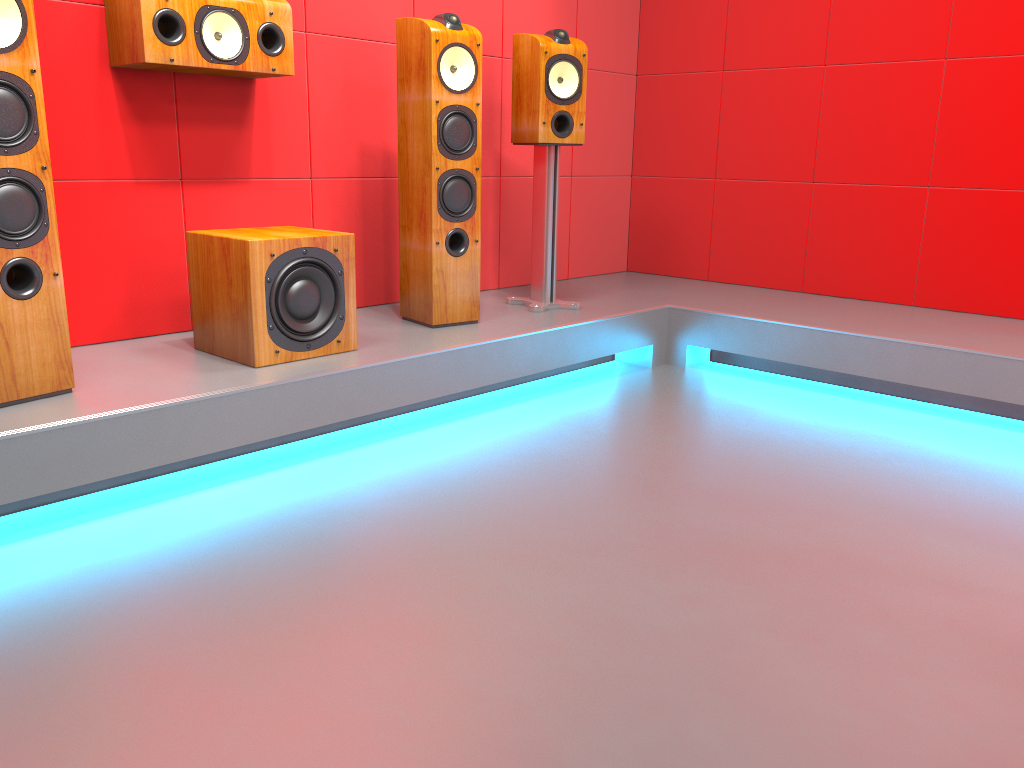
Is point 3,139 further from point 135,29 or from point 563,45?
point 563,45

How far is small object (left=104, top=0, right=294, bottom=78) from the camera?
2.51m

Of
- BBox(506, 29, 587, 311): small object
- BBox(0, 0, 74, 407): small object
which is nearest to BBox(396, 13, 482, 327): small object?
BBox(506, 29, 587, 311): small object

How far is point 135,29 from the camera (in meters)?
2.51

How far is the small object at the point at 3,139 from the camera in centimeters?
199cm

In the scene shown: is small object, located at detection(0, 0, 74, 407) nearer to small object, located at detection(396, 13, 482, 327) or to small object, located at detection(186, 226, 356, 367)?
small object, located at detection(186, 226, 356, 367)

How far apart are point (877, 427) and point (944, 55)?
1.67m

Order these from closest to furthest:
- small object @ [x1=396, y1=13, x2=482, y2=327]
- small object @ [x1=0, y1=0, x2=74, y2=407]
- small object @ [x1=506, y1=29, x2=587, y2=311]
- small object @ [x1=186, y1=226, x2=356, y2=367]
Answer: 1. small object @ [x1=0, y1=0, x2=74, y2=407]
2. small object @ [x1=186, y1=226, x2=356, y2=367]
3. small object @ [x1=396, y1=13, x2=482, y2=327]
4. small object @ [x1=506, y1=29, x2=587, y2=311]

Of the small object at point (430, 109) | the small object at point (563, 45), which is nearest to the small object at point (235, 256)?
the small object at point (430, 109)

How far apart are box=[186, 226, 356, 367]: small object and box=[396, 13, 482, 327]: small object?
0.4m
